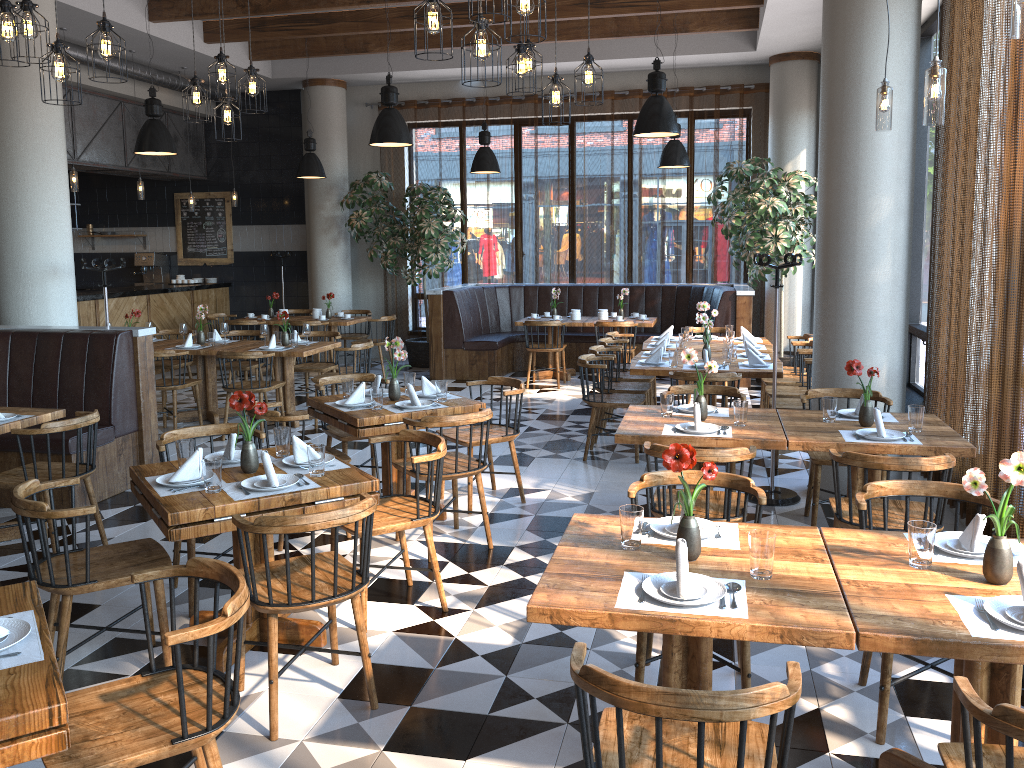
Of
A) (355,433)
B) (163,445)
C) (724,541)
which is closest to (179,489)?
(163,445)

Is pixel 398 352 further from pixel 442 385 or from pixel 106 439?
pixel 106 439

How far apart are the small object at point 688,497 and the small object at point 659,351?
4.2 meters

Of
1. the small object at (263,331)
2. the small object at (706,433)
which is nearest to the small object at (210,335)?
the small object at (263,331)

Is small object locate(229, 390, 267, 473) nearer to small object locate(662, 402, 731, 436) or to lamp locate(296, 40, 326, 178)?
small object locate(662, 402, 731, 436)

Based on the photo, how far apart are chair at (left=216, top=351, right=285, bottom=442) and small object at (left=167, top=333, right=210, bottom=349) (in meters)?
0.82

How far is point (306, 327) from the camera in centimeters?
861cm

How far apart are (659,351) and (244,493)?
4.27m

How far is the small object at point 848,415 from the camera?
4.88m

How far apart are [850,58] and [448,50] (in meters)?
7.31
